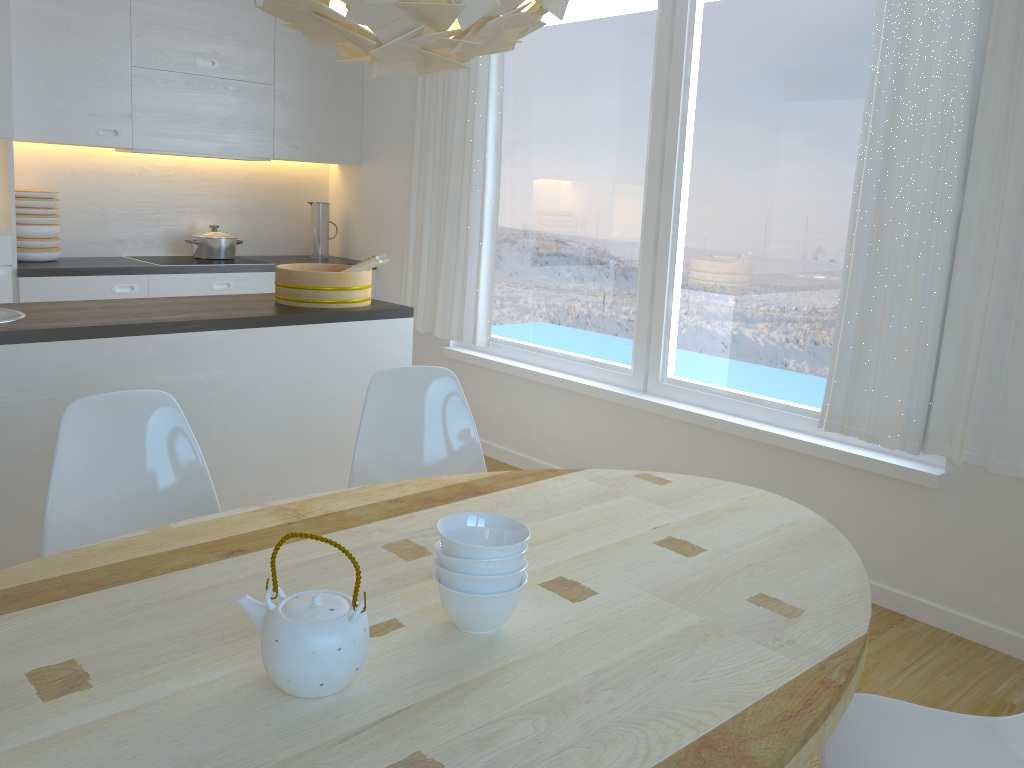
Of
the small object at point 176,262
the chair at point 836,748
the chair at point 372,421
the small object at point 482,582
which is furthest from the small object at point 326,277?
the chair at point 836,748

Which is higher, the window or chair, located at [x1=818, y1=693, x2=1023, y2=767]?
the window

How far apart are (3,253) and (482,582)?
3.7 meters

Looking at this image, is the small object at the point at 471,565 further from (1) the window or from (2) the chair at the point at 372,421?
(1) the window

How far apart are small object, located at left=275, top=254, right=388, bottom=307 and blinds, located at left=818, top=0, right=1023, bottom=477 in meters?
1.7 m

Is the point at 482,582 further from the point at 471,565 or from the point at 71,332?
the point at 71,332

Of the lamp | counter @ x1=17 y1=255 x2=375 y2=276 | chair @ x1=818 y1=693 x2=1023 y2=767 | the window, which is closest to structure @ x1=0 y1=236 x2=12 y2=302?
counter @ x1=17 y1=255 x2=375 y2=276

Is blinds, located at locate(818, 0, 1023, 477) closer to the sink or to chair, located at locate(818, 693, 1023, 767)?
chair, located at locate(818, 693, 1023, 767)

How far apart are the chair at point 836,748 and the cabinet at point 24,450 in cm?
214

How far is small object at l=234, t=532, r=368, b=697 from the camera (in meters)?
1.18
